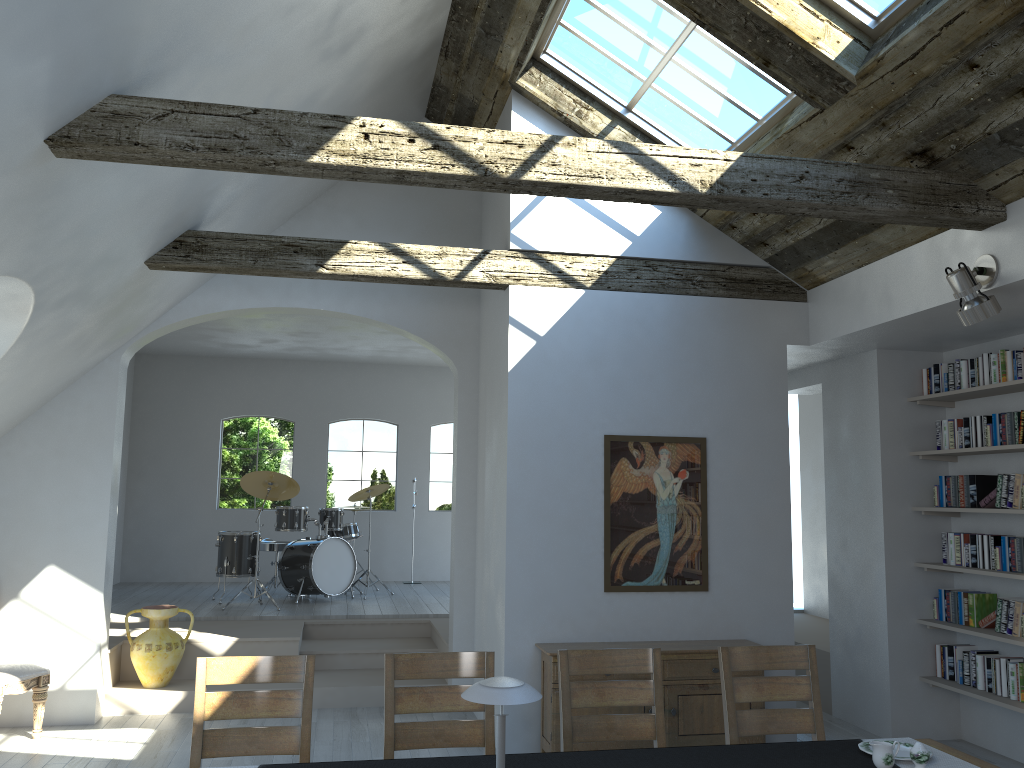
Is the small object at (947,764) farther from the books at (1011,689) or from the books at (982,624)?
the books at (982,624)

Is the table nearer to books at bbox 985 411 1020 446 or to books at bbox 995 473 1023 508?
books at bbox 995 473 1023 508

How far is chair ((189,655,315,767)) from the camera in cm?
349

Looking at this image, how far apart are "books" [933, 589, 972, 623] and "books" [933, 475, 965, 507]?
0.6 meters

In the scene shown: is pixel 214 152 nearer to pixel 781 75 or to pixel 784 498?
pixel 781 75

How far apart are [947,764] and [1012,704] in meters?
2.8 m

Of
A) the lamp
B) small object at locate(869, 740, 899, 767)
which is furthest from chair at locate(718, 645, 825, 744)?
the lamp

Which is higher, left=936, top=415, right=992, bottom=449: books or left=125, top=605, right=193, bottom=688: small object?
left=936, top=415, right=992, bottom=449: books

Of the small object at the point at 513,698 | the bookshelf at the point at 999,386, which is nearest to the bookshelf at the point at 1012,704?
the bookshelf at the point at 999,386

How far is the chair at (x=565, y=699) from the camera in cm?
377
